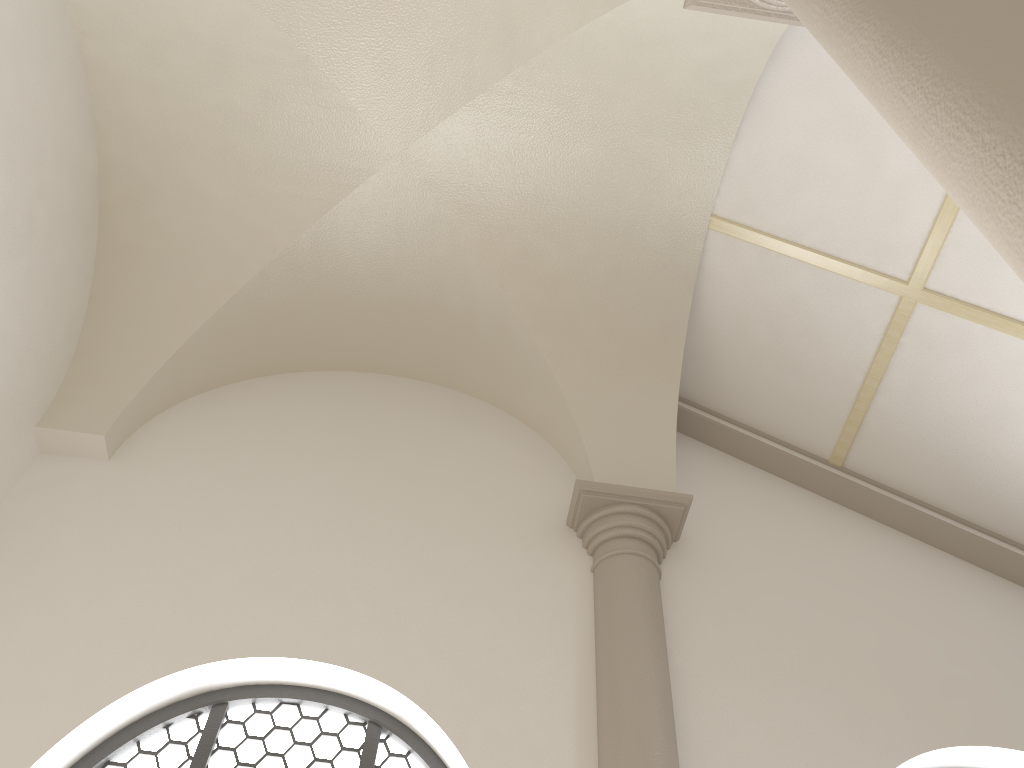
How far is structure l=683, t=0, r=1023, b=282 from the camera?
1.40m

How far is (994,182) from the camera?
1.4m

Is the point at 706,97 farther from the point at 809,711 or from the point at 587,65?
the point at 809,711

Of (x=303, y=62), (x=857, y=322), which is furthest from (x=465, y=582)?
(x=303, y=62)

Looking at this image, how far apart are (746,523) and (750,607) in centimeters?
69cm
